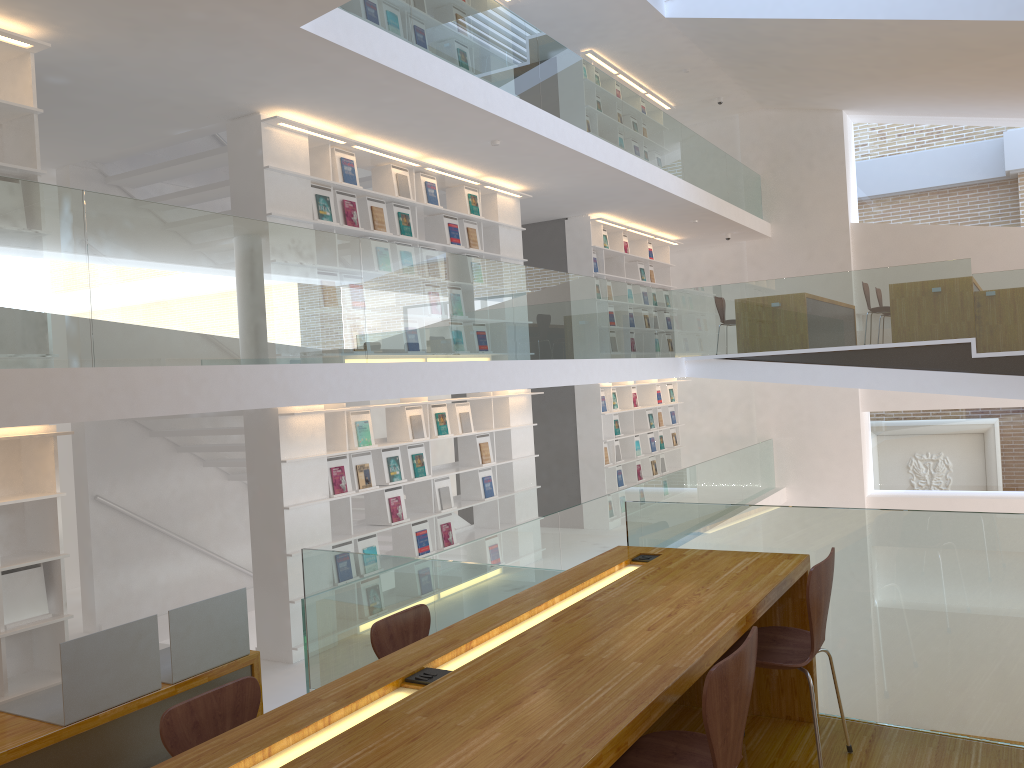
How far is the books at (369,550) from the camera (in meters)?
6.98

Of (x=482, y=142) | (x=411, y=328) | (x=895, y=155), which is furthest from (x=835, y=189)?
(x=411, y=328)

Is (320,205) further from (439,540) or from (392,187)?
(439,540)

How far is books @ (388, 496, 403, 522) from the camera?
7.3 meters

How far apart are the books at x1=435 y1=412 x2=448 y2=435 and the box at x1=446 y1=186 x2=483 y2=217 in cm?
204

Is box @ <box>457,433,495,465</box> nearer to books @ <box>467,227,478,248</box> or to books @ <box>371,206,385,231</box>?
books @ <box>467,227,478,248</box>

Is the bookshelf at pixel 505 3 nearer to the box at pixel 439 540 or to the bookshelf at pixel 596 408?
the bookshelf at pixel 596 408

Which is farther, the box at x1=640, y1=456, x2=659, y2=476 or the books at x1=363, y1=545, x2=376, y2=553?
the box at x1=640, y1=456, x2=659, y2=476

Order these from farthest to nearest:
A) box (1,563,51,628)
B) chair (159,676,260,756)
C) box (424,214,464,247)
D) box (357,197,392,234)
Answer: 1. box (424,214,464,247)
2. box (357,197,392,234)
3. box (1,563,51,628)
4. chair (159,676,260,756)

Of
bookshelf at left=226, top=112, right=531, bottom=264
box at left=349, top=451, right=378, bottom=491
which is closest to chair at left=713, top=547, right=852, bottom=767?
box at left=349, top=451, right=378, bottom=491
